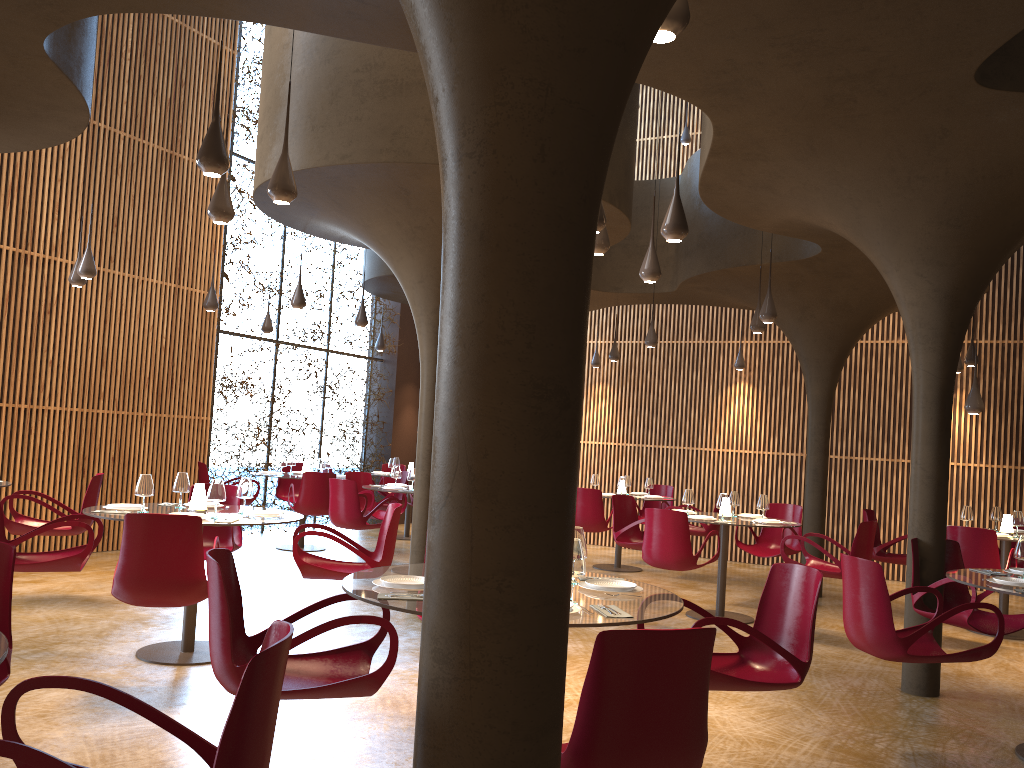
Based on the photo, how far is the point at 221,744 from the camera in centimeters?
225cm

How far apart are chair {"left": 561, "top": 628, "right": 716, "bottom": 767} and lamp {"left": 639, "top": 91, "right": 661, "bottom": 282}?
4.95m

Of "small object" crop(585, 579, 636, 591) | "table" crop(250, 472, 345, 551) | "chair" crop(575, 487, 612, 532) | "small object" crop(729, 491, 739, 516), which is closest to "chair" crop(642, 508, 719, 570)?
"small object" crop(729, 491, 739, 516)

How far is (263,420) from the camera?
14.9 meters

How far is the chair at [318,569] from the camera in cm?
694

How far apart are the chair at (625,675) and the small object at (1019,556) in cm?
411

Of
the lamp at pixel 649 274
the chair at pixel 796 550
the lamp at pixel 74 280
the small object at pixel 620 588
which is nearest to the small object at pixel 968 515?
the chair at pixel 796 550

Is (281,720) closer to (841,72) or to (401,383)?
(841,72)

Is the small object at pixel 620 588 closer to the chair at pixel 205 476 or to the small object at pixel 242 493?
the small object at pixel 242 493

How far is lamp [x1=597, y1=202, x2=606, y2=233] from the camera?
6.1 meters
